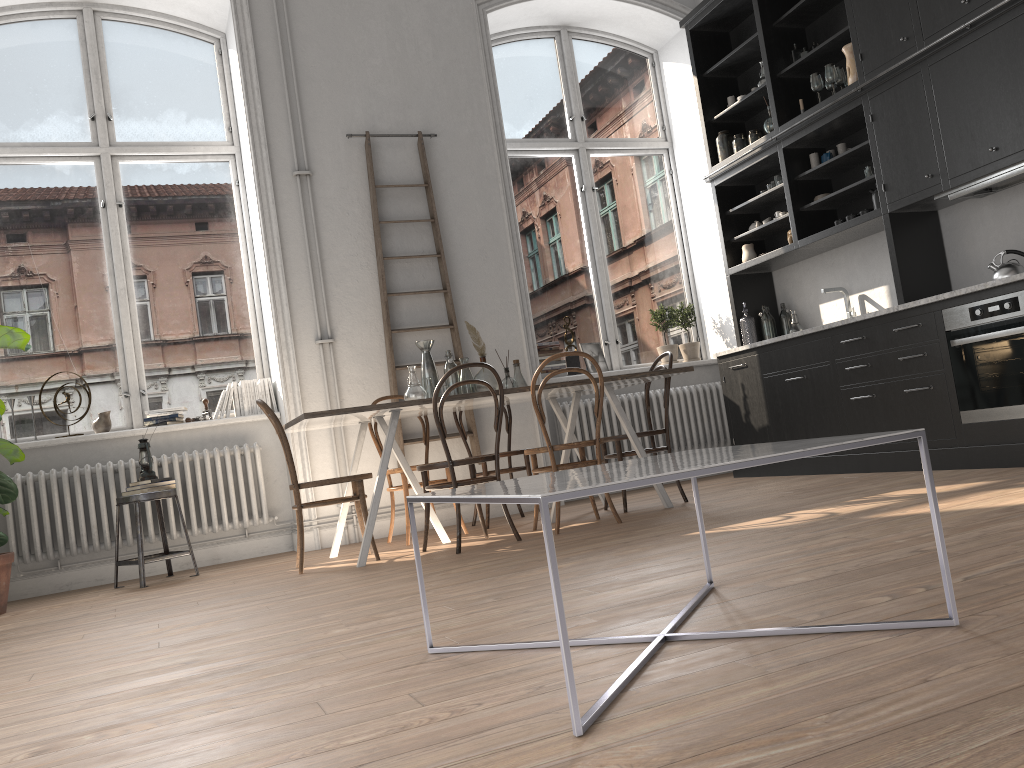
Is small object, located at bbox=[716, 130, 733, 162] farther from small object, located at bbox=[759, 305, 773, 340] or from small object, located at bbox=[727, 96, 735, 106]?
small object, located at bbox=[759, 305, 773, 340]

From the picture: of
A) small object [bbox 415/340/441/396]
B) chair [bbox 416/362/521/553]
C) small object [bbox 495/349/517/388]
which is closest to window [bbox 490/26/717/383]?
small object [bbox 495/349/517/388]

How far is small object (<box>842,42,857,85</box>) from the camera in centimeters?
551cm

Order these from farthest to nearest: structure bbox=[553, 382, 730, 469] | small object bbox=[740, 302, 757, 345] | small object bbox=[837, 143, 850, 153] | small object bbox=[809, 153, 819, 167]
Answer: structure bbox=[553, 382, 730, 469], small object bbox=[740, 302, 757, 345], small object bbox=[809, 153, 819, 167], small object bbox=[837, 143, 850, 153]

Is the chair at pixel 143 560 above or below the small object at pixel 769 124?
below

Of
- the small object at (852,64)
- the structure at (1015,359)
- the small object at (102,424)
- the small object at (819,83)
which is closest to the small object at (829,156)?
the small object at (819,83)

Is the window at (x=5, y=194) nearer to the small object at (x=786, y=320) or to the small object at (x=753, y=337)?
the small object at (x=753, y=337)

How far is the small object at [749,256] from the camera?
6.7m

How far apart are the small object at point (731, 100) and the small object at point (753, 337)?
1.7 meters

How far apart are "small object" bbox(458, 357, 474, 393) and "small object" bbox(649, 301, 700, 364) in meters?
2.6 m
